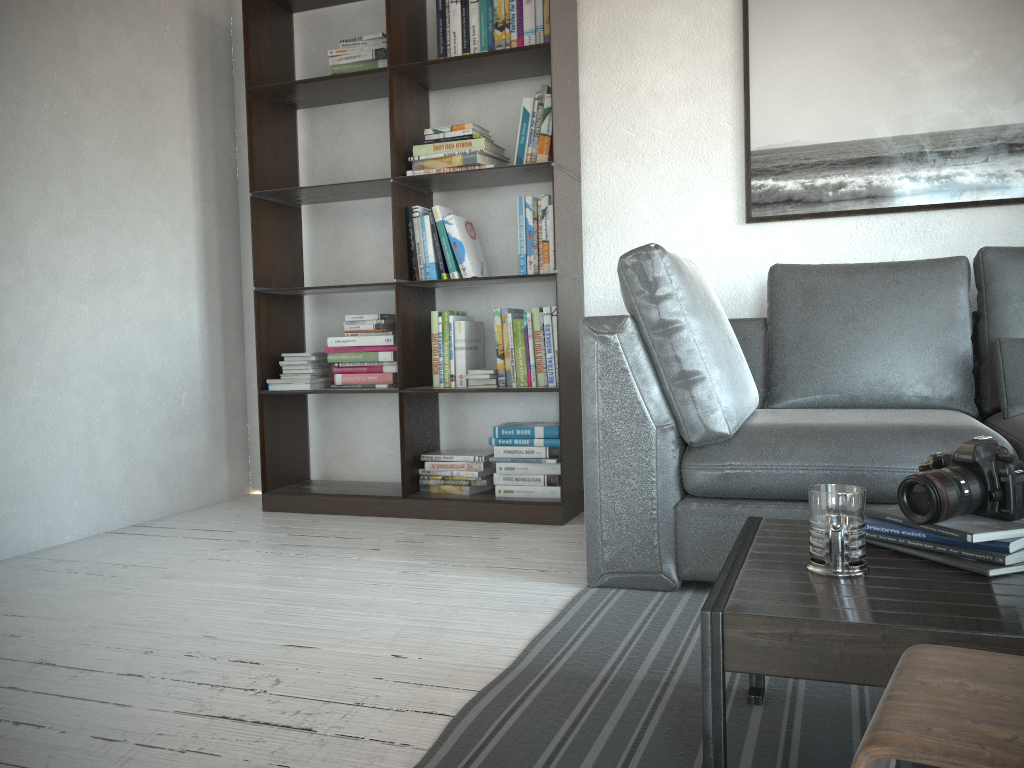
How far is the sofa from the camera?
2.2 meters

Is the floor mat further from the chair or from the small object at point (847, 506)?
the chair

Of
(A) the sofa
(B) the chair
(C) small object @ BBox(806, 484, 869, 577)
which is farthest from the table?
(A) the sofa

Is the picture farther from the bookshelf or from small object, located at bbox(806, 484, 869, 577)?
small object, located at bbox(806, 484, 869, 577)

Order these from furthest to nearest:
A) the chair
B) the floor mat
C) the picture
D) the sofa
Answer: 1. the picture
2. the sofa
3. the floor mat
4. the chair

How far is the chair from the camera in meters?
0.6

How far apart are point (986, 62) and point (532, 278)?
1.7m

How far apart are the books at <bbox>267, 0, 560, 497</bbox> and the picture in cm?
72

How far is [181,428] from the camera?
3.6m

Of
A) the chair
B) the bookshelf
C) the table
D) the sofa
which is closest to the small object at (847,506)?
the table
